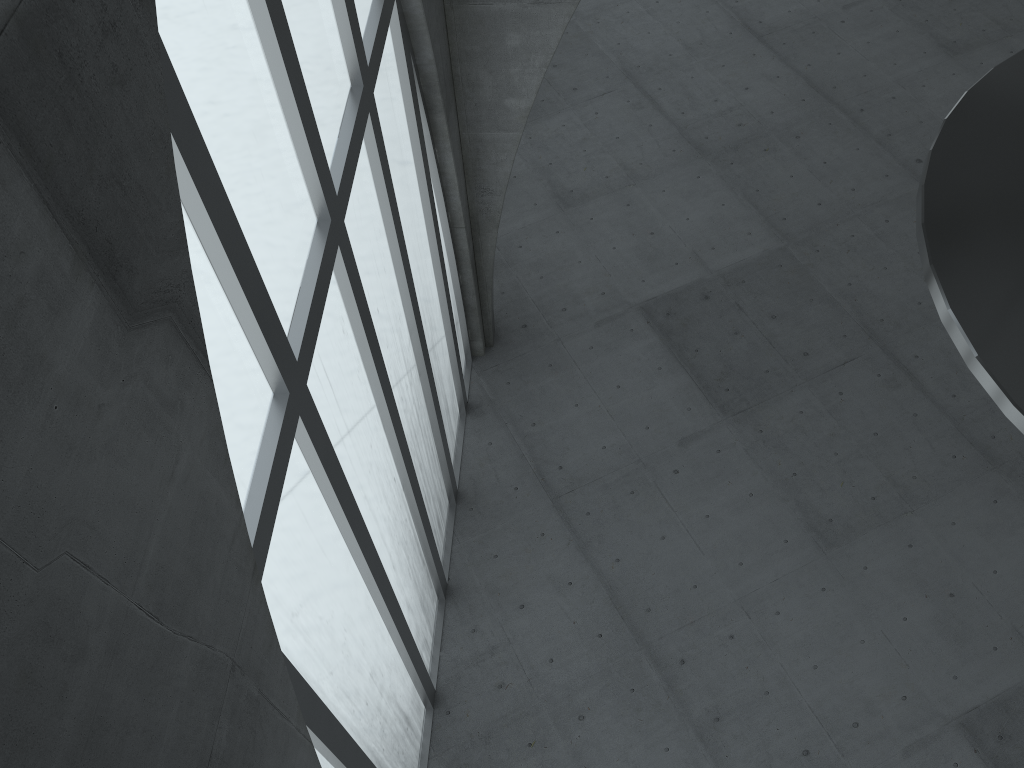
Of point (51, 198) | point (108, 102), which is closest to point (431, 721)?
point (108, 102)
